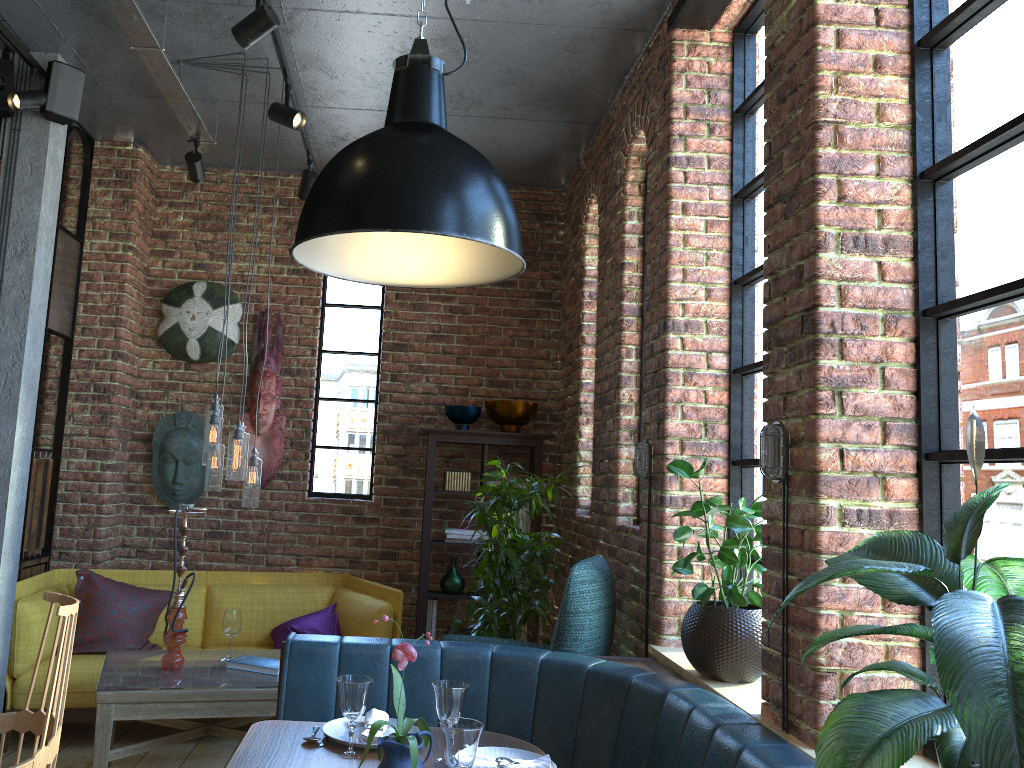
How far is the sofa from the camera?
4.1 meters

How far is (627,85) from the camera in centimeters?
424cm

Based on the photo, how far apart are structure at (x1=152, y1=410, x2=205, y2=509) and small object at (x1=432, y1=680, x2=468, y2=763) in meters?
3.4

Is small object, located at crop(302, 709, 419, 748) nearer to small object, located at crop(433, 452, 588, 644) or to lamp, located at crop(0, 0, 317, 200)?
small object, located at crop(433, 452, 588, 644)

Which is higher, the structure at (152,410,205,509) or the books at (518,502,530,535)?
the structure at (152,410,205,509)

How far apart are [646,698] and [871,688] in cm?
74

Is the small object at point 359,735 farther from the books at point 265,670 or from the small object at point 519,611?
the small object at point 519,611

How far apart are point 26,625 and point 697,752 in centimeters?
328cm

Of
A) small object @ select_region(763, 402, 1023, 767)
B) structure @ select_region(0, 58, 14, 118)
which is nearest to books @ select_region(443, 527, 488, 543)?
structure @ select_region(0, 58, 14, 118)

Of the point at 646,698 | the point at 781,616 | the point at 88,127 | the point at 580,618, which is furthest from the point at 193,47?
the point at 781,616
